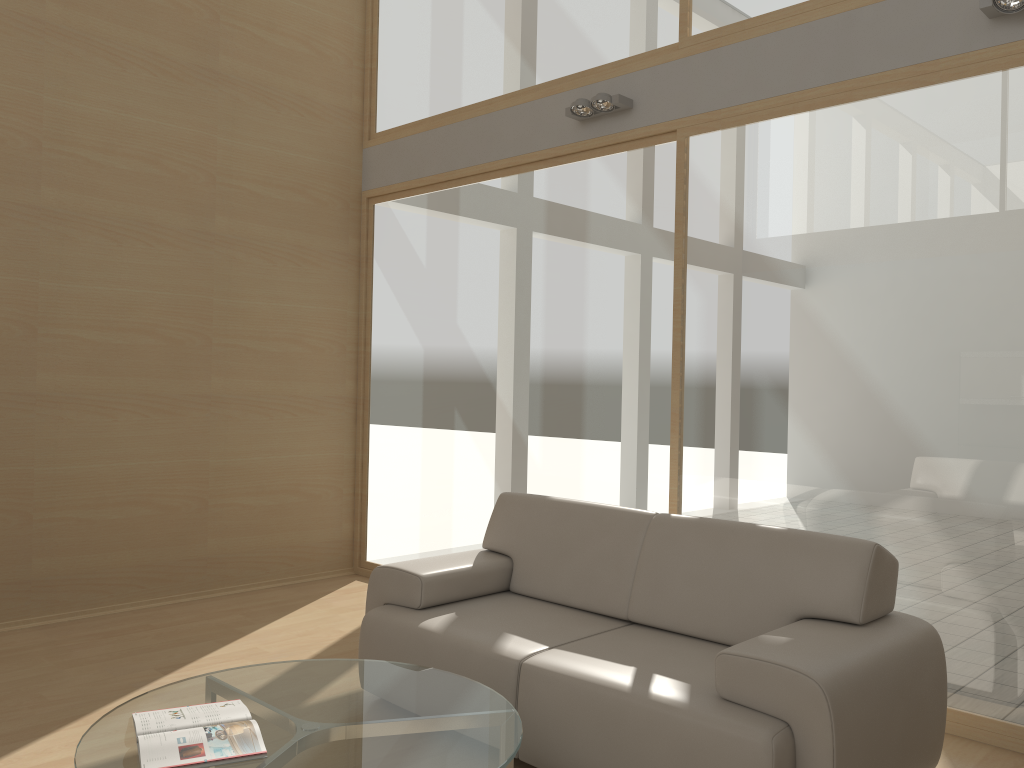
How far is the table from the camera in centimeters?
229cm

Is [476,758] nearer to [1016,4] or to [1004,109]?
[1004,109]

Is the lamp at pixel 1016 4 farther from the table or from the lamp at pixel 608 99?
the table

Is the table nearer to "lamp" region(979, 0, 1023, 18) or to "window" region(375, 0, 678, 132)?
"lamp" region(979, 0, 1023, 18)

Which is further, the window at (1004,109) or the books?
the window at (1004,109)

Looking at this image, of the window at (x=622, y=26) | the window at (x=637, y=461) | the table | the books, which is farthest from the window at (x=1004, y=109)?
the books

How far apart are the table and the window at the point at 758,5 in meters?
3.3

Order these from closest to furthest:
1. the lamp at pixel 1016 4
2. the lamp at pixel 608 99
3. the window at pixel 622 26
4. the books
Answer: the books, the lamp at pixel 1016 4, the lamp at pixel 608 99, the window at pixel 622 26

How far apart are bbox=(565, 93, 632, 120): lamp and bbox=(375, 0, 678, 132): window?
0.3m

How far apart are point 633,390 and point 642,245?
0.8 meters
